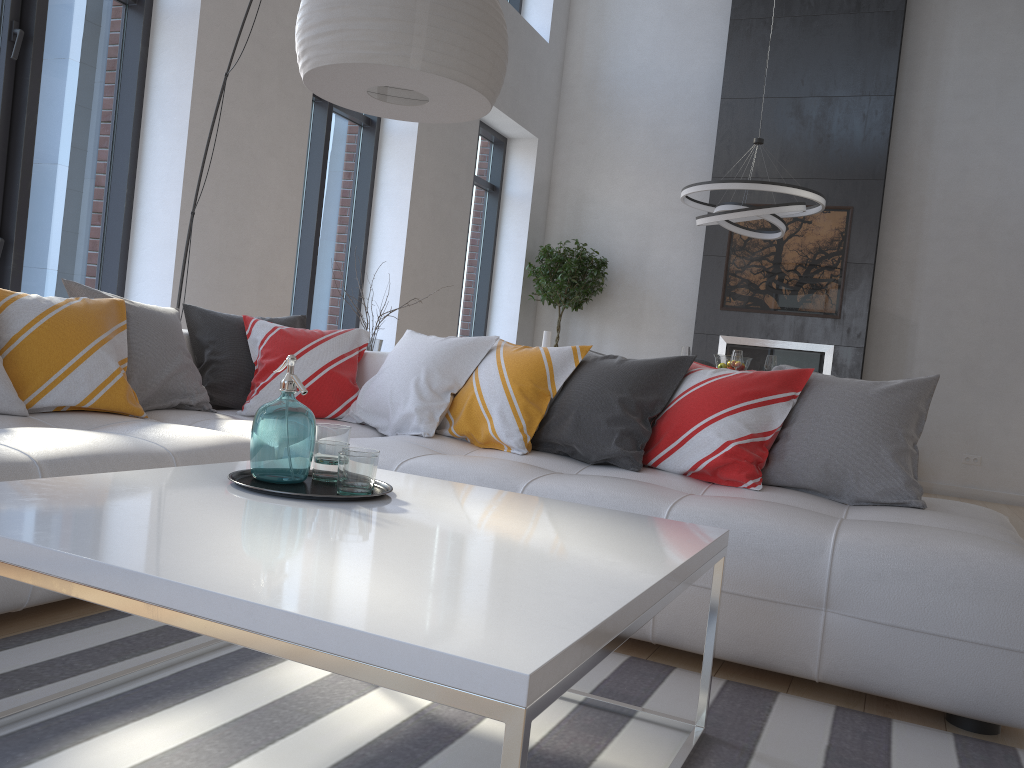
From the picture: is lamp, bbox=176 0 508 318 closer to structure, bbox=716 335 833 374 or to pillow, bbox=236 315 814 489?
pillow, bbox=236 315 814 489

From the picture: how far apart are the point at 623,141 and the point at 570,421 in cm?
655

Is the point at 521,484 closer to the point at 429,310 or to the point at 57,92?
the point at 57,92

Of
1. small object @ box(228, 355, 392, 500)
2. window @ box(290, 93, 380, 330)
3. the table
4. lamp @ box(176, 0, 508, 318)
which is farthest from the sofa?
window @ box(290, 93, 380, 330)

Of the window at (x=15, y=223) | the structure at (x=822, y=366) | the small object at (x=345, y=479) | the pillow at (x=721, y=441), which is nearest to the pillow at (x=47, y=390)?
the pillow at (x=721, y=441)

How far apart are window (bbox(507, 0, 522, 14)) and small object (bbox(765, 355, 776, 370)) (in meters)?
4.82

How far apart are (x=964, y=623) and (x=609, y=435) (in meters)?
1.24

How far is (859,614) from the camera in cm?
209

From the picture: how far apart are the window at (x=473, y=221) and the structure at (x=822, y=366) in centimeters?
238cm

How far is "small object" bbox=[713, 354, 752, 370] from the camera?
6.3m
